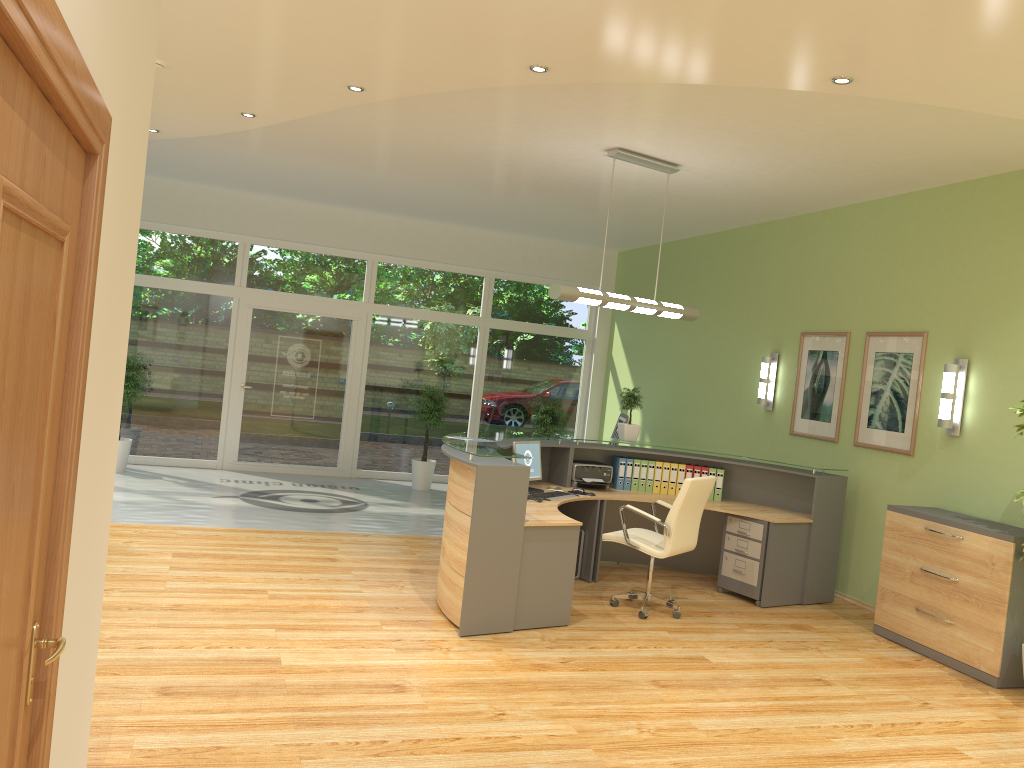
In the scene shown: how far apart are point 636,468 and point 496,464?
2.6 meters

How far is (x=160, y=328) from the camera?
11.0 meters

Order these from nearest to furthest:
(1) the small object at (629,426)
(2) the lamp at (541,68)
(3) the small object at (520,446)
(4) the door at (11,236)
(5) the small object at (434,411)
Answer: (4) the door at (11,236) < (2) the lamp at (541,68) < (3) the small object at (520,446) < (1) the small object at (629,426) < (5) the small object at (434,411)

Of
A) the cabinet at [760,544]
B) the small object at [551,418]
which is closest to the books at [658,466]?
the cabinet at [760,544]

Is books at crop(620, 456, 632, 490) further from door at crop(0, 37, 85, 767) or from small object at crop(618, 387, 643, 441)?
door at crop(0, 37, 85, 767)

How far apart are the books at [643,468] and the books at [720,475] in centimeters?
66cm

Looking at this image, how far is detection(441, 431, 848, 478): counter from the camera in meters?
5.6

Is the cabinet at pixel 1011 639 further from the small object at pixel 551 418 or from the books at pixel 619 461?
the small object at pixel 551 418

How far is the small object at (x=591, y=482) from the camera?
7.7 meters

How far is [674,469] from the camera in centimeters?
793cm
